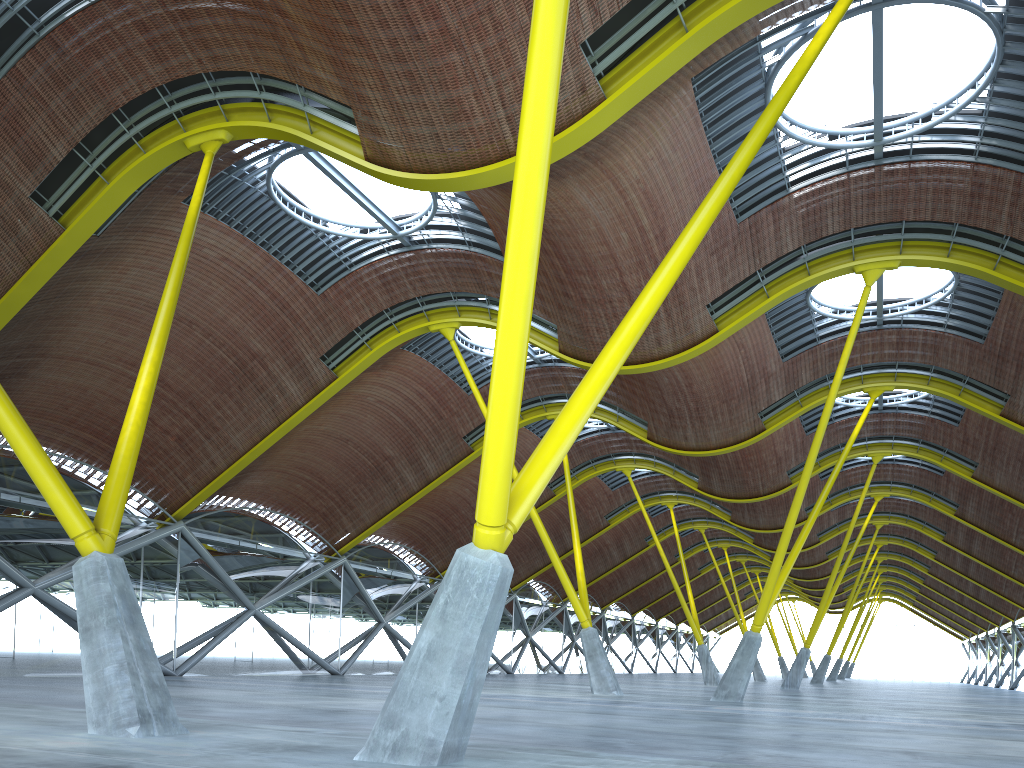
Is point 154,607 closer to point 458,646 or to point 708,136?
point 708,136

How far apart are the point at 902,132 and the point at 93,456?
29.55m

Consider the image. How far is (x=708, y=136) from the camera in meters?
23.3 m
